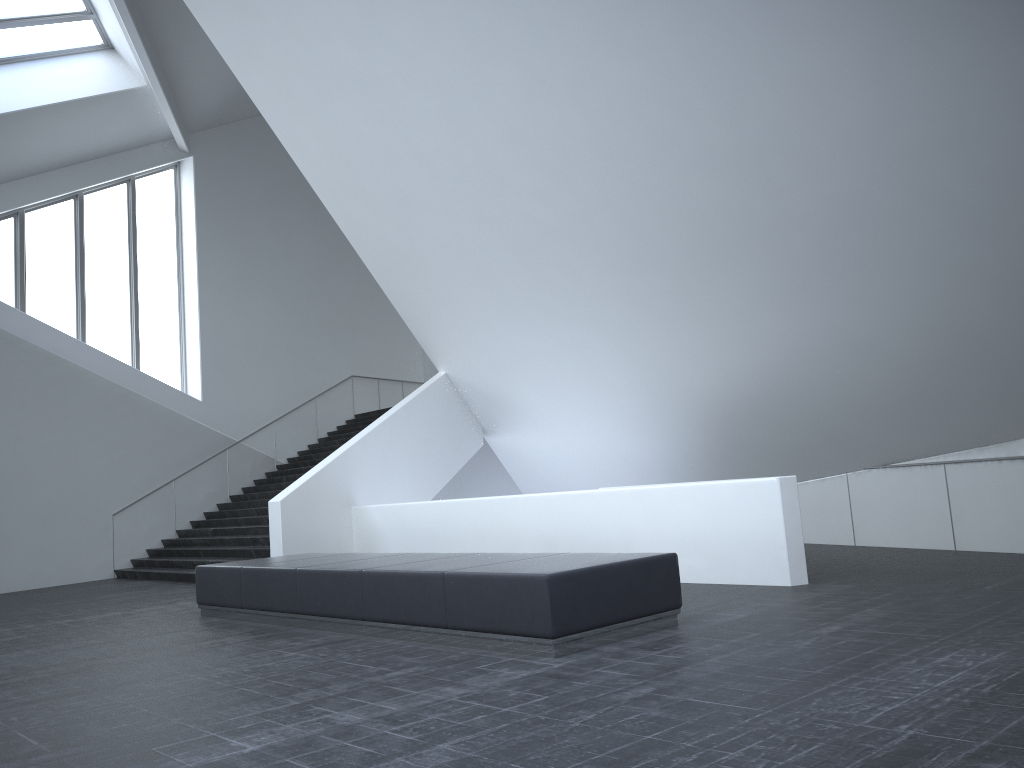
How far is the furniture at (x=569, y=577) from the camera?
6.23m

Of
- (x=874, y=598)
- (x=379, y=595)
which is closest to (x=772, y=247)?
(x=874, y=598)

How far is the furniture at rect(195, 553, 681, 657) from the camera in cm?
623

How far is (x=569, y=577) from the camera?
6.23m
